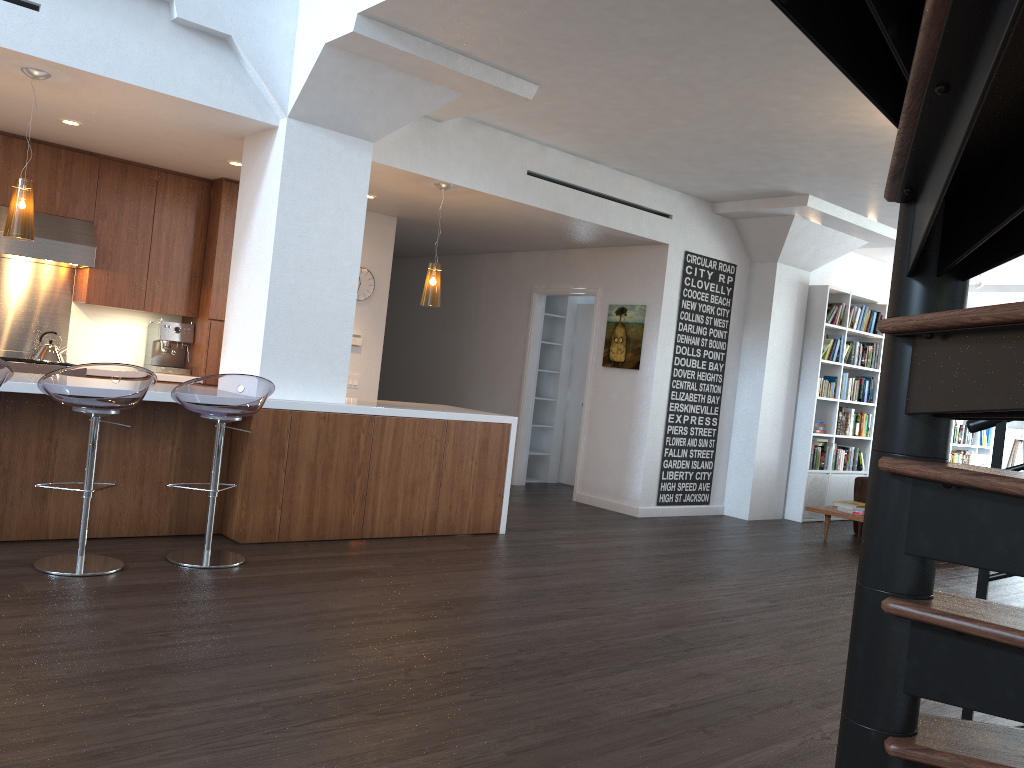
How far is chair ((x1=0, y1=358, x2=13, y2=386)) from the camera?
4.0 meters

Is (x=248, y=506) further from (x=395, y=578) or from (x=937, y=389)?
(x=937, y=389)

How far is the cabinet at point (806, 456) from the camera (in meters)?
8.98

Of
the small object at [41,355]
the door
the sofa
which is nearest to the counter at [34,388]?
the small object at [41,355]

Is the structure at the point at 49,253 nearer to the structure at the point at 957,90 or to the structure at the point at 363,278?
the structure at the point at 363,278

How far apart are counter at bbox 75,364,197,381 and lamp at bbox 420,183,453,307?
2.2m

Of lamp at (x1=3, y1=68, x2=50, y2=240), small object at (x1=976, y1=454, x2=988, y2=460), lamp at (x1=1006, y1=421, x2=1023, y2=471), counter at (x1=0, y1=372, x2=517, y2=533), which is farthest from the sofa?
lamp at (x1=3, y1=68, x2=50, y2=240)

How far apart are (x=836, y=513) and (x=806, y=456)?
1.24m

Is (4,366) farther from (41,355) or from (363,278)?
(363,278)

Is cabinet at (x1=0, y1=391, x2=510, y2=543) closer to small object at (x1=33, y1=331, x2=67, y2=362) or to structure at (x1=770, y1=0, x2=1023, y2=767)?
small object at (x1=33, y1=331, x2=67, y2=362)
